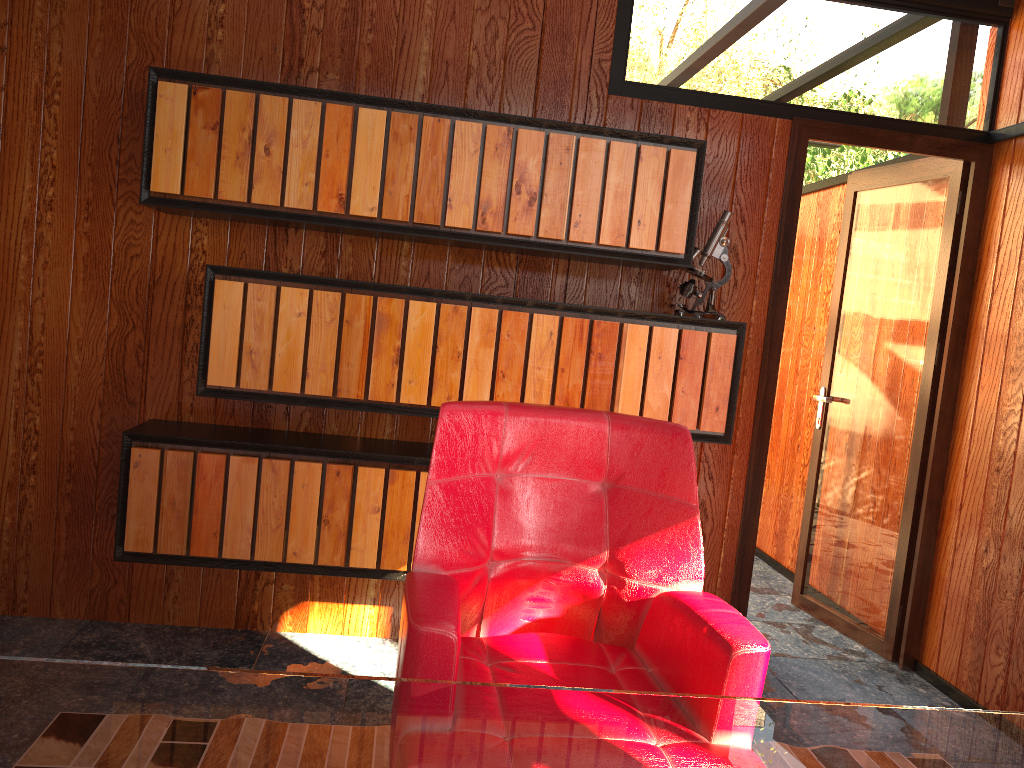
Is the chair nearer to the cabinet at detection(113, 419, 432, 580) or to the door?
the cabinet at detection(113, 419, 432, 580)

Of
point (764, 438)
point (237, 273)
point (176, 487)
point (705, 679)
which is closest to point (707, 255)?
point (764, 438)

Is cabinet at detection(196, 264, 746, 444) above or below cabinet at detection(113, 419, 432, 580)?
above

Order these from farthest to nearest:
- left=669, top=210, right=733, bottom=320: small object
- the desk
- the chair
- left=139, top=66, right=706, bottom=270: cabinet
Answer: left=669, top=210, right=733, bottom=320: small object < left=139, top=66, right=706, bottom=270: cabinet < the chair < the desk

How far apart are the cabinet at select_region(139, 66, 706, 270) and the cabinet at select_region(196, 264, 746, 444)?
0.16m

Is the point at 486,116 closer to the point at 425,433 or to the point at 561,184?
the point at 561,184

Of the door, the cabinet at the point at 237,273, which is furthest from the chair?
the door

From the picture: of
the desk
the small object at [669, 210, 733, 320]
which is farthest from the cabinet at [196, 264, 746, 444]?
the desk

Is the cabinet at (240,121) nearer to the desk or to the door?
the door

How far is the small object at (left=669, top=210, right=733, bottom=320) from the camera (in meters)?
2.83
